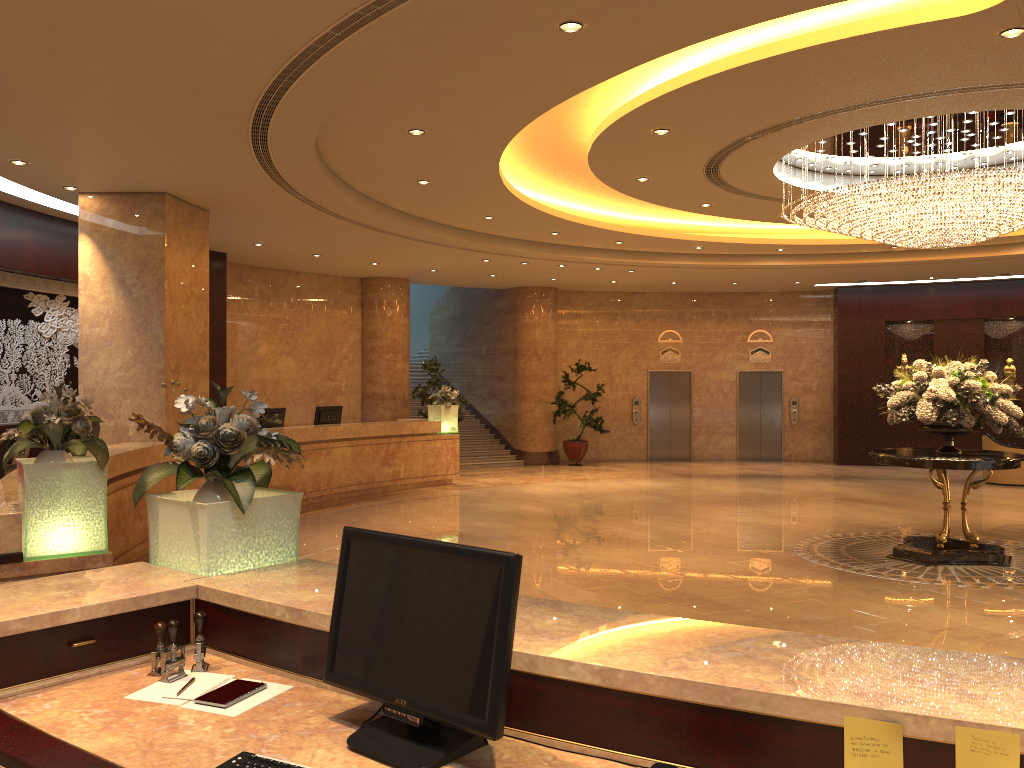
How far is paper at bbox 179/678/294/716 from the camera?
2.4 meters

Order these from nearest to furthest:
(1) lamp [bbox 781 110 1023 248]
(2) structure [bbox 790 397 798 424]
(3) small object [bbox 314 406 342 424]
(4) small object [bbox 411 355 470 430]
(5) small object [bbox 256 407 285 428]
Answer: (1) lamp [bbox 781 110 1023 248], (5) small object [bbox 256 407 285 428], (3) small object [bbox 314 406 342 424], (4) small object [bbox 411 355 470 430], (2) structure [bbox 790 397 798 424]

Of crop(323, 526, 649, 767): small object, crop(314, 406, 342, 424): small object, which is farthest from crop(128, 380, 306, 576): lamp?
crop(314, 406, 342, 424): small object

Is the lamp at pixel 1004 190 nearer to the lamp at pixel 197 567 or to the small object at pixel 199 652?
the lamp at pixel 197 567

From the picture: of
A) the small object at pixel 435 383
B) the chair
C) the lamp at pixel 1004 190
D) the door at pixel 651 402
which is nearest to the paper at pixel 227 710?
the lamp at pixel 1004 190

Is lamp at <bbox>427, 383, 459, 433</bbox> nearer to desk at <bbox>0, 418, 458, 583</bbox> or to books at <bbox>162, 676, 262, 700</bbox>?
desk at <bbox>0, 418, 458, 583</bbox>

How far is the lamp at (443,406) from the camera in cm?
1577

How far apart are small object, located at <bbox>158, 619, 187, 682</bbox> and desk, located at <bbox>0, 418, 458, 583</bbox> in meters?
2.4

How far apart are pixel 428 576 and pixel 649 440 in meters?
19.2 m

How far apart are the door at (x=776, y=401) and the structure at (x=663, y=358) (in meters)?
1.53
